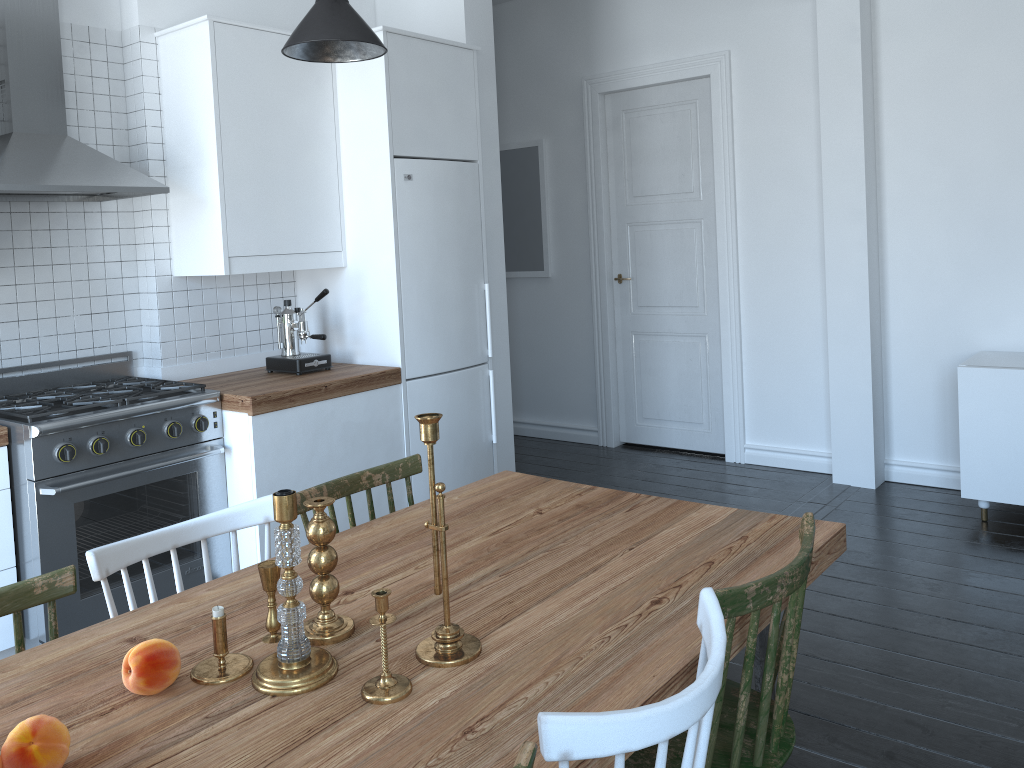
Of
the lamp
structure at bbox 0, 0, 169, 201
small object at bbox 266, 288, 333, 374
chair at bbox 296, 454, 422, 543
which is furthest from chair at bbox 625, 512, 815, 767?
structure at bbox 0, 0, 169, 201

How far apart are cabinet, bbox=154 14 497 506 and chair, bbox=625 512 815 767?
2.3 meters

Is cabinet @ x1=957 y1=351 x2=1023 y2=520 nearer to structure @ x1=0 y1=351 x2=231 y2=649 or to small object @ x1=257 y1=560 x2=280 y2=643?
structure @ x1=0 y1=351 x2=231 y2=649

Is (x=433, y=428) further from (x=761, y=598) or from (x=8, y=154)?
(x=8, y=154)

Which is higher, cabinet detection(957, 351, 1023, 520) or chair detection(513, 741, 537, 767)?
chair detection(513, 741, 537, 767)

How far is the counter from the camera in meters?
3.4

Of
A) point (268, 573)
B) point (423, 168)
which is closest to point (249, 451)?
point (423, 168)

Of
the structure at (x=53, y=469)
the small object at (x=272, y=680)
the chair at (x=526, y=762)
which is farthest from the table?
the structure at (x=53, y=469)

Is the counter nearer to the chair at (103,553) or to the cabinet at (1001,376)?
the chair at (103,553)

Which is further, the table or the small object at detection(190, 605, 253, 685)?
the small object at detection(190, 605, 253, 685)
